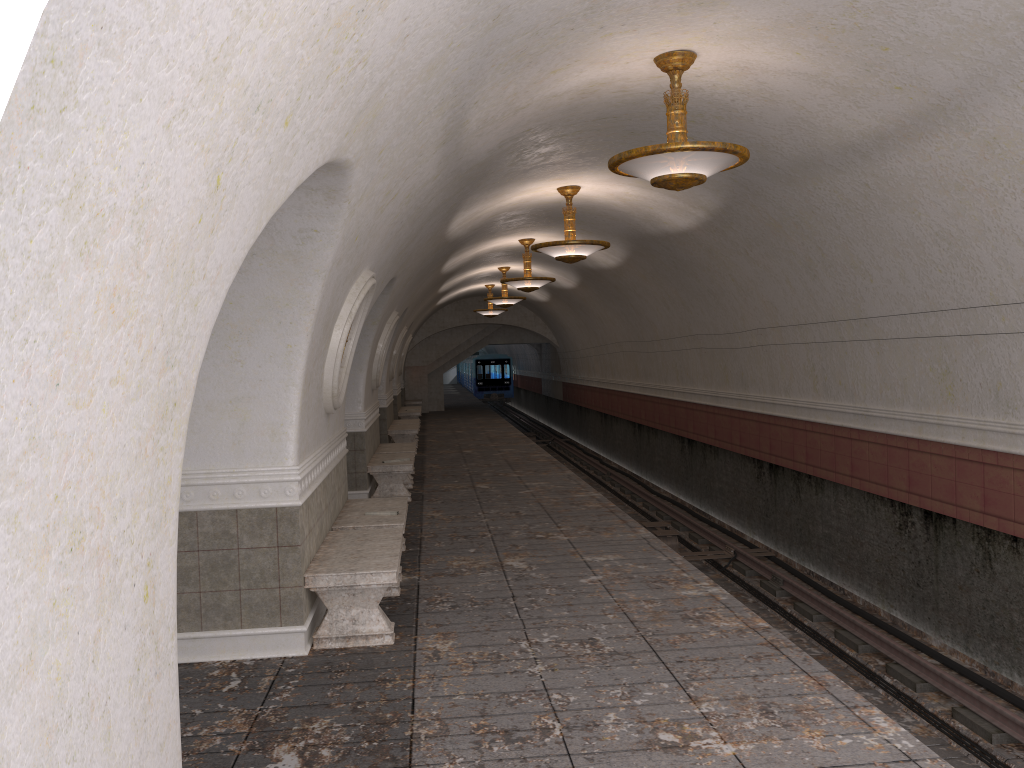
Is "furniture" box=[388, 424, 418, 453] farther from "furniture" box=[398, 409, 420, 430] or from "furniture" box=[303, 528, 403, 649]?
"furniture" box=[303, 528, 403, 649]

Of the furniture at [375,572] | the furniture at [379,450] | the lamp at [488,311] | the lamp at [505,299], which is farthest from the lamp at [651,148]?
the lamp at [488,311]

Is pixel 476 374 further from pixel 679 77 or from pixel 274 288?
pixel 274 288

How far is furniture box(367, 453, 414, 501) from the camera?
11.8m

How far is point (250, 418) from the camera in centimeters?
569cm

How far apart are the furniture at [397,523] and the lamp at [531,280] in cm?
752

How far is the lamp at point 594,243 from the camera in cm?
1083

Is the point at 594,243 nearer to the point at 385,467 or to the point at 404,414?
the point at 385,467

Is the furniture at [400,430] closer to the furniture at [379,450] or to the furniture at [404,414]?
the furniture at [379,450]

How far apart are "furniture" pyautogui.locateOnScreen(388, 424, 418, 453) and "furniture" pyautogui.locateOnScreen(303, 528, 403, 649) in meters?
10.7
